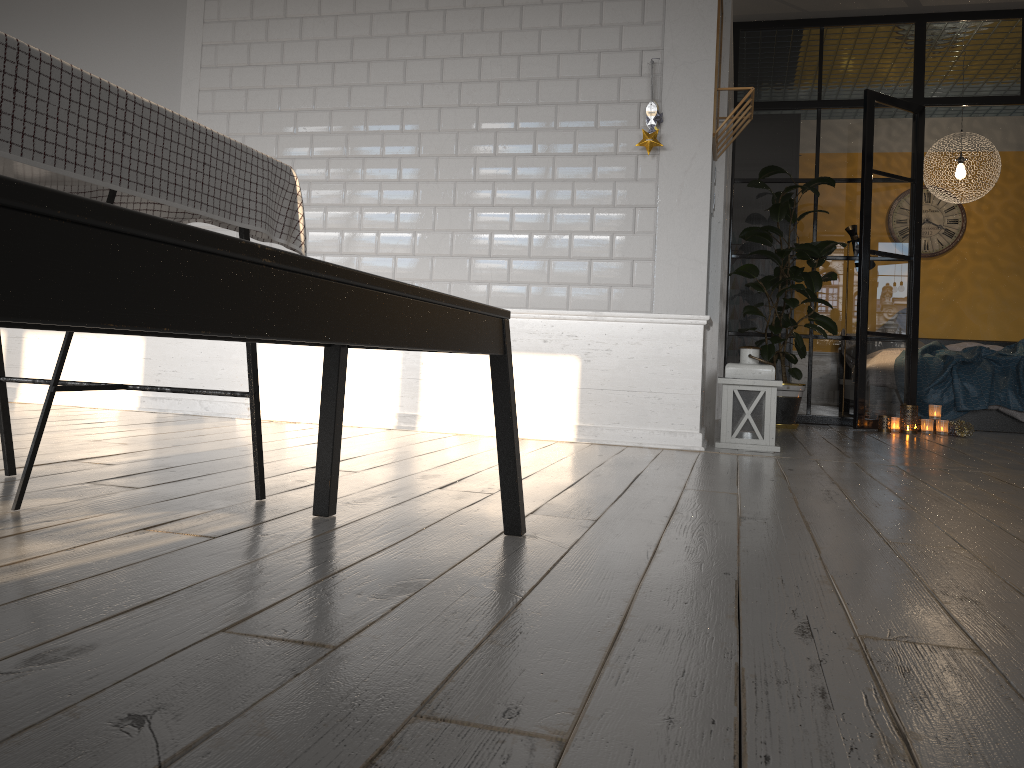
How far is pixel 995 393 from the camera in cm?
649

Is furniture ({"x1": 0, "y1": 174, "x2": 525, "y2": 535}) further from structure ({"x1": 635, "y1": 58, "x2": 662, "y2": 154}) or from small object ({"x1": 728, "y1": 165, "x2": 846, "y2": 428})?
small object ({"x1": 728, "y1": 165, "x2": 846, "y2": 428})

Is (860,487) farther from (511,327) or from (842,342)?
(842,342)

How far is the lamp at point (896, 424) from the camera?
5.9m

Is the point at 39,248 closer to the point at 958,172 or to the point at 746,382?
the point at 746,382

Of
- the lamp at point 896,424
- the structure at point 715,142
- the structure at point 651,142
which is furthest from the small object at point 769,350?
the structure at point 651,142

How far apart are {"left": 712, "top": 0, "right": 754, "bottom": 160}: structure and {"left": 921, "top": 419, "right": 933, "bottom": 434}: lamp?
2.7m

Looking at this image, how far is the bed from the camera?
6.5 meters

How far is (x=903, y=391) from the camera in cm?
621

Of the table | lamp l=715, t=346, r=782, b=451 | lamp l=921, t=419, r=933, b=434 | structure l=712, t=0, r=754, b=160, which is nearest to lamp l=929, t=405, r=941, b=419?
lamp l=921, t=419, r=933, b=434
